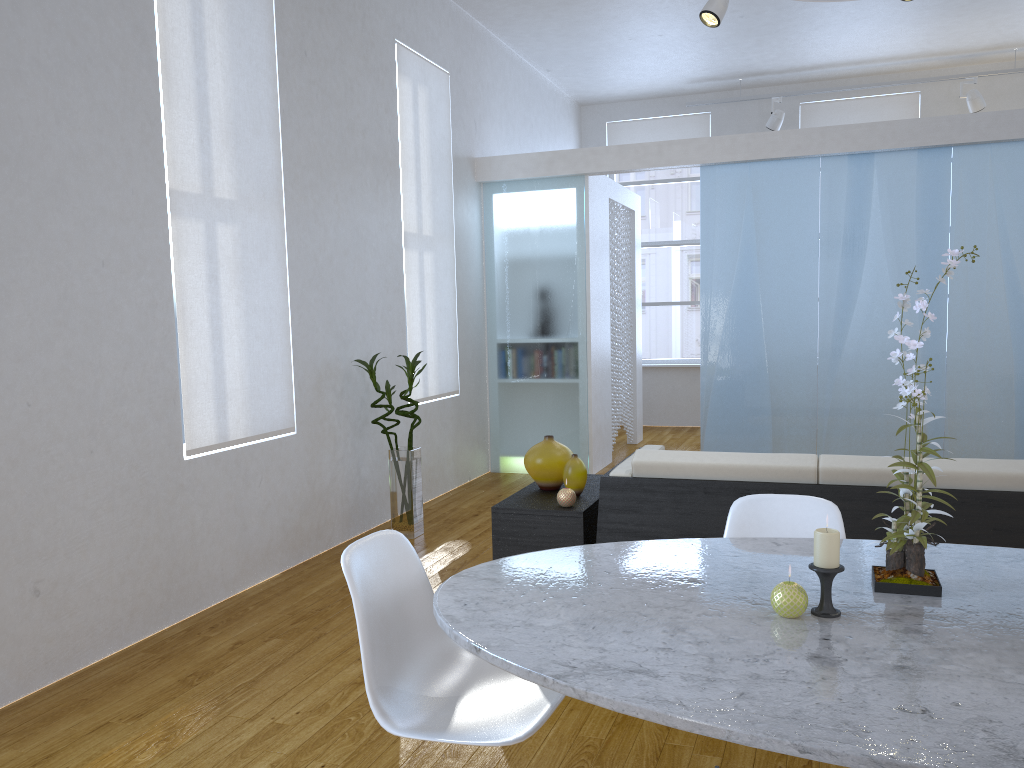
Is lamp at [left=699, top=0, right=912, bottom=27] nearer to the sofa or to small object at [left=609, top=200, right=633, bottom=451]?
small object at [left=609, top=200, right=633, bottom=451]

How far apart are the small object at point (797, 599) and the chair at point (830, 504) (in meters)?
0.64

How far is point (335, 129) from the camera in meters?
4.5

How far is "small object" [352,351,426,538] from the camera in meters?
4.6

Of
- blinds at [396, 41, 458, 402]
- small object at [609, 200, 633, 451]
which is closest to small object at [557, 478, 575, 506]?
blinds at [396, 41, 458, 402]

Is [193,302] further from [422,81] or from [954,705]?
[954,705]

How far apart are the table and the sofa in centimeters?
89cm

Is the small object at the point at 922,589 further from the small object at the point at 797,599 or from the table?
the small object at the point at 797,599

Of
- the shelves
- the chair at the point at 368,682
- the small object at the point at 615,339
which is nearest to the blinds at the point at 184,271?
the shelves

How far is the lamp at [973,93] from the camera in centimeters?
744cm
